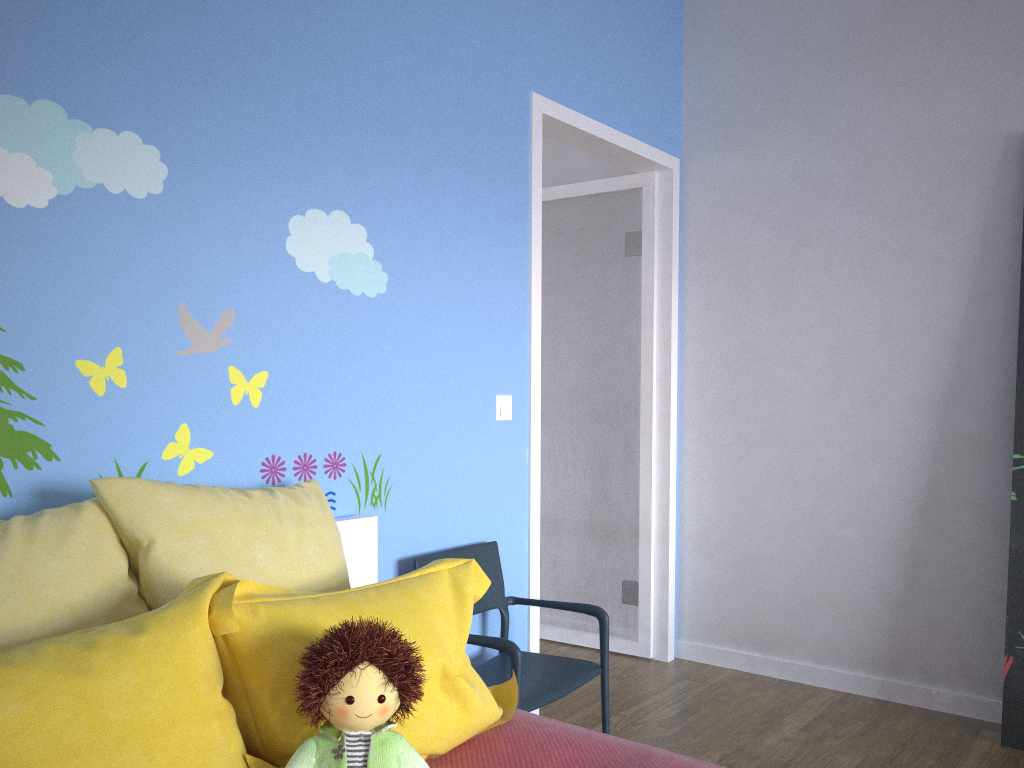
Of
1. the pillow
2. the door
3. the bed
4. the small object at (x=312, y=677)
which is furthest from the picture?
the small object at (x=312, y=677)

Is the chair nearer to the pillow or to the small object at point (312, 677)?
the pillow

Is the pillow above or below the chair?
above

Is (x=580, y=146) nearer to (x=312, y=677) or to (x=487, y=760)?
(x=487, y=760)

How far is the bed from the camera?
1.6m

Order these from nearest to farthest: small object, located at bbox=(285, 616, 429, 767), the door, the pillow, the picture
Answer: the pillow
small object, located at bbox=(285, 616, 429, 767)
the picture
the door

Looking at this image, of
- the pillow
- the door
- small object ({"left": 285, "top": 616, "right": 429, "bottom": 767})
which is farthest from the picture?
small object ({"left": 285, "top": 616, "right": 429, "bottom": 767})

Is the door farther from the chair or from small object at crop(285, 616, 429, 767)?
small object at crop(285, 616, 429, 767)

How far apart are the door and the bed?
0.8 meters

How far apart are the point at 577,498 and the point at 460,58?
2.0m
